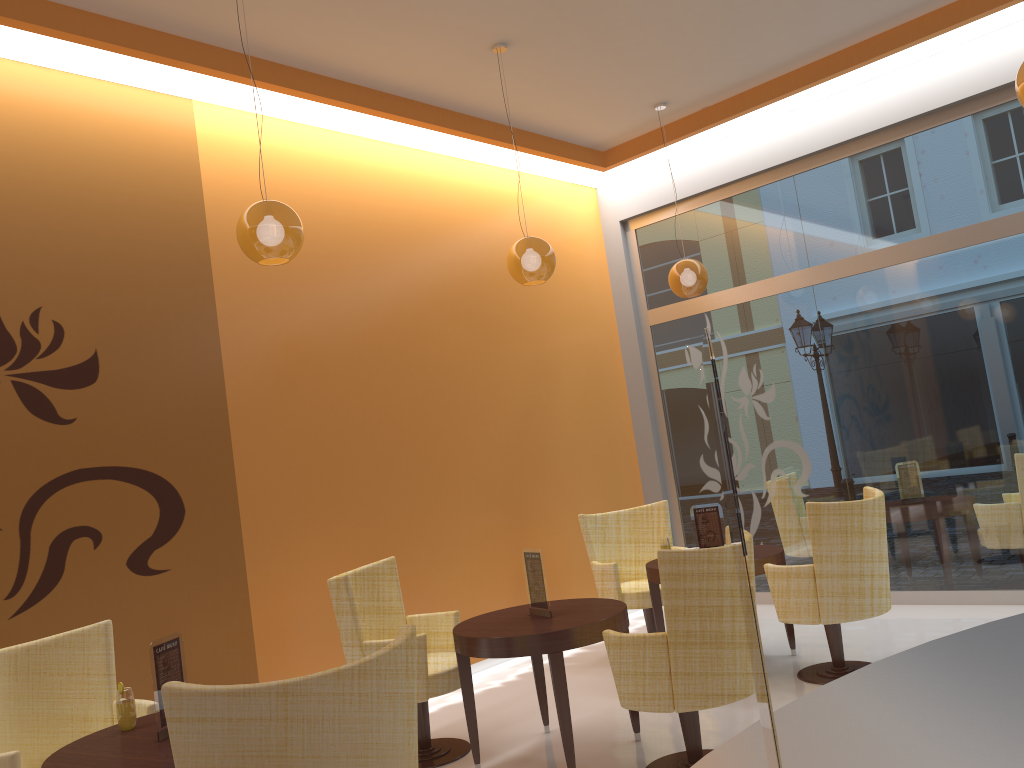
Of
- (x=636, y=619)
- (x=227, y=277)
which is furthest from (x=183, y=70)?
(x=636, y=619)

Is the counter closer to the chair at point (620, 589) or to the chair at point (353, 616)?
the chair at point (353, 616)

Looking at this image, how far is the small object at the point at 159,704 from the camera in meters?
3.1

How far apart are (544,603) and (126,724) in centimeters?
195cm

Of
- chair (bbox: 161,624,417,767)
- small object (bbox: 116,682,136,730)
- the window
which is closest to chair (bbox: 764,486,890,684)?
the window

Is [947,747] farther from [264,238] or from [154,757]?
[264,238]

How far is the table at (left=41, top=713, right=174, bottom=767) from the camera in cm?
285

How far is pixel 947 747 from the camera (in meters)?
0.91

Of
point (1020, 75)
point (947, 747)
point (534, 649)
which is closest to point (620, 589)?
point (534, 649)

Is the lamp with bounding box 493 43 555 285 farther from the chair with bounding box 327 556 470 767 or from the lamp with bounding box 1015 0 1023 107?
the lamp with bounding box 1015 0 1023 107
